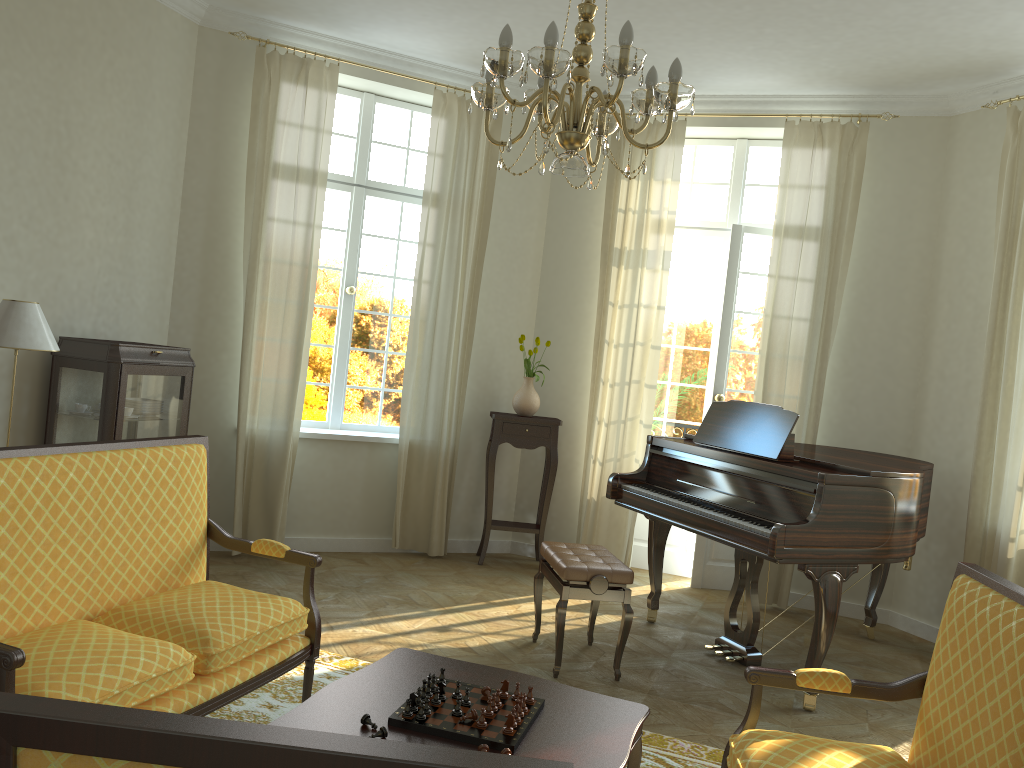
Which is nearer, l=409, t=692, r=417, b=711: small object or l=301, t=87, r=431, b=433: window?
l=409, t=692, r=417, b=711: small object

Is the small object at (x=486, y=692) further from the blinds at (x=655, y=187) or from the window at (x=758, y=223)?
the window at (x=758, y=223)

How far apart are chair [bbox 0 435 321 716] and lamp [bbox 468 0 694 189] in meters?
1.6

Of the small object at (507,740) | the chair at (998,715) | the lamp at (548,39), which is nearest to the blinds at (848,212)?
the lamp at (548,39)

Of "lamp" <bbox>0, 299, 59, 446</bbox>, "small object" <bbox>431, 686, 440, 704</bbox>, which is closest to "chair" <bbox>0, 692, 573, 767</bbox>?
"small object" <bbox>431, 686, 440, 704</bbox>

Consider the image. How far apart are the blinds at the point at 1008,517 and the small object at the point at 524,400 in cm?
292

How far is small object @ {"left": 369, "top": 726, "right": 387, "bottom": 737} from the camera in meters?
2.3 m

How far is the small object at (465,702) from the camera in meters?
2.6 m

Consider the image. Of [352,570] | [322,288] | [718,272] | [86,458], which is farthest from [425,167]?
[86,458]

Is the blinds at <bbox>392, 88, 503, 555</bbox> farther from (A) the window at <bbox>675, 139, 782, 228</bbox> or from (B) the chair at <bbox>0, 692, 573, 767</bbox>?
(B) the chair at <bbox>0, 692, 573, 767</bbox>
